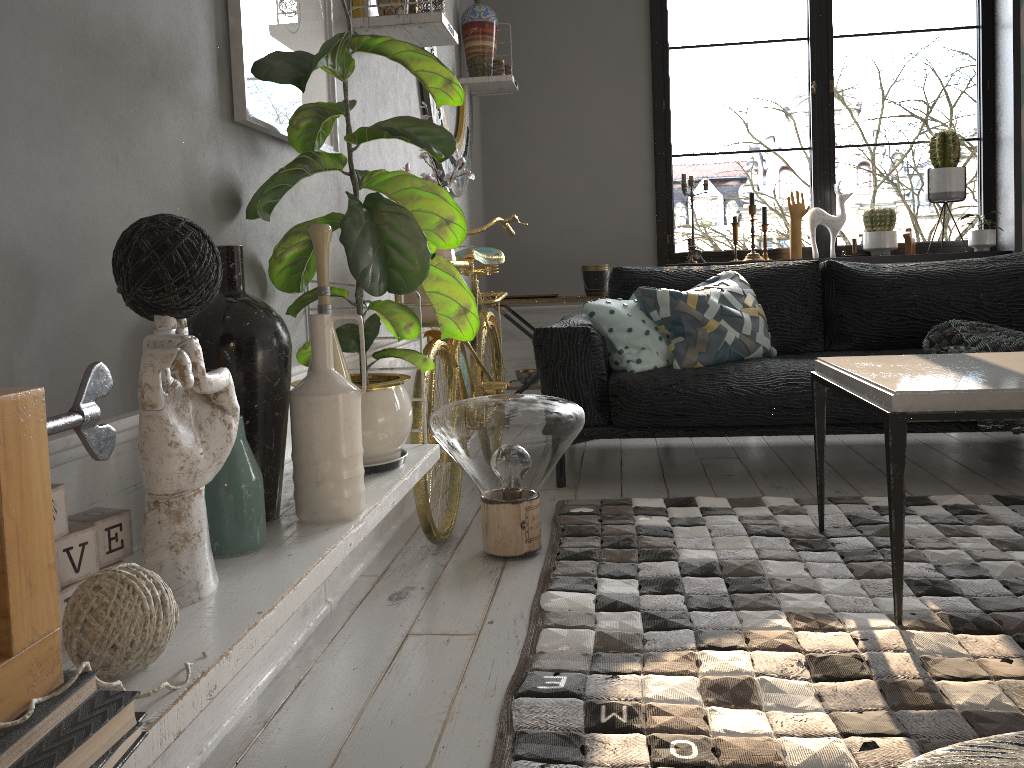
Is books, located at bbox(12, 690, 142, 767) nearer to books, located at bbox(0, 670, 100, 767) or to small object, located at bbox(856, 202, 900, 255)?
books, located at bbox(0, 670, 100, 767)

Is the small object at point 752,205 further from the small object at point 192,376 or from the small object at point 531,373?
the small object at point 192,376

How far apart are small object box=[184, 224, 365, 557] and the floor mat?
0.5m

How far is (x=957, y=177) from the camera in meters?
4.4

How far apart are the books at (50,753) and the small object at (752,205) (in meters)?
4.34

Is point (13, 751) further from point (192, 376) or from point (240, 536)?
point (240, 536)

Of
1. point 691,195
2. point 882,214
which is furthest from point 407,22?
point 882,214

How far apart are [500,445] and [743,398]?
1.15m

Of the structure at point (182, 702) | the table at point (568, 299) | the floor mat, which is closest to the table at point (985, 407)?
the floor mat

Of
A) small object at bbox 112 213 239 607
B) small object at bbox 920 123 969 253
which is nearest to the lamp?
small object at bbox 112 213 239 607
